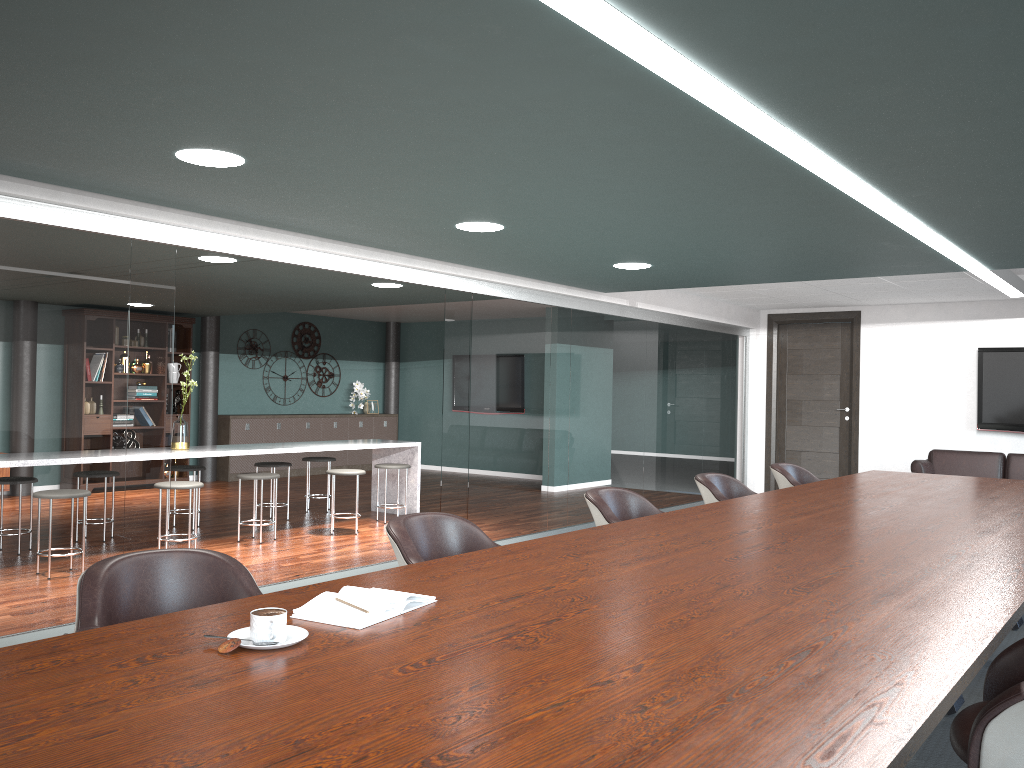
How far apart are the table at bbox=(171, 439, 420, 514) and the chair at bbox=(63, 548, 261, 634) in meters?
4.3

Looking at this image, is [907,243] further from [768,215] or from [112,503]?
[112,503]

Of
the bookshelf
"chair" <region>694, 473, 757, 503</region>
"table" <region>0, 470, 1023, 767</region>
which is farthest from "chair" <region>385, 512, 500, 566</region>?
the bookshelf

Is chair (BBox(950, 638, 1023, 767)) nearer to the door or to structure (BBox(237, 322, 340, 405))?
the door

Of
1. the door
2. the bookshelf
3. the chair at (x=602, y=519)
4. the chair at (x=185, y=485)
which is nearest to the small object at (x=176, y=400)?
the bookshelf

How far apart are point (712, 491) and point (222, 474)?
8.01m

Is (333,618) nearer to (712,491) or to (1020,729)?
(1020,729)

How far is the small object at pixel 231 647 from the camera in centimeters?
157cm

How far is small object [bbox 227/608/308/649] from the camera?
1.62m

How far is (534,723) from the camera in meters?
1.3
